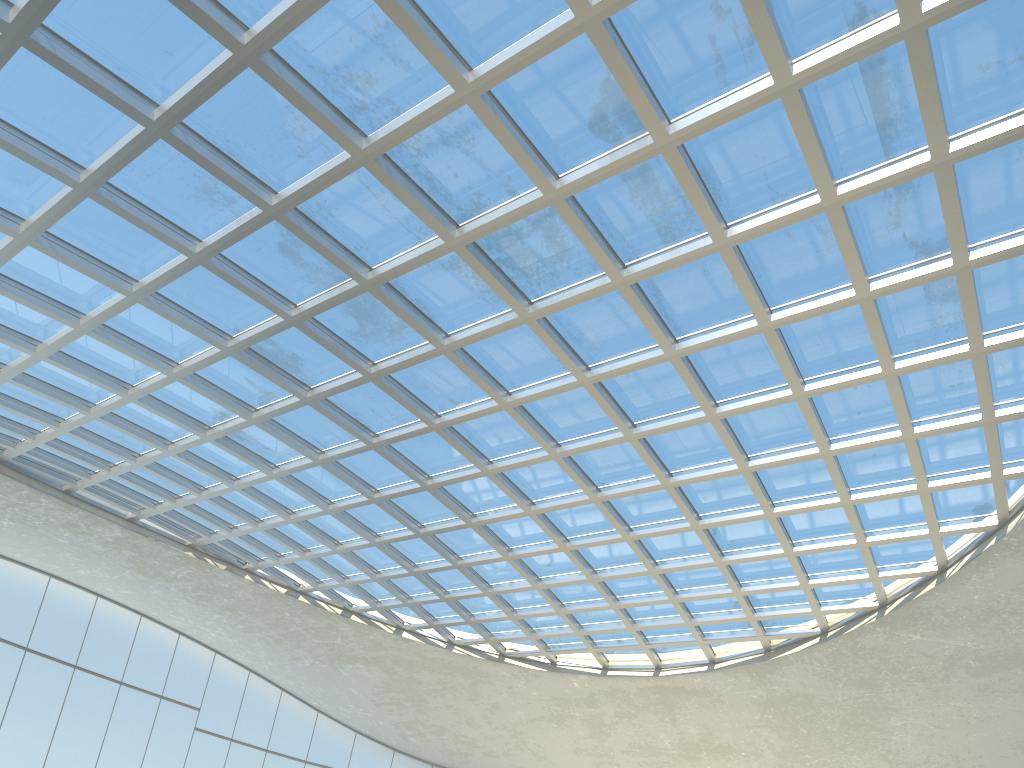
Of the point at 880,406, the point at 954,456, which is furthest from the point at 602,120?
the point at 954,456

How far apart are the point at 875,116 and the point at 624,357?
19.48m

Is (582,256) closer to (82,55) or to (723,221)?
(723,221)
